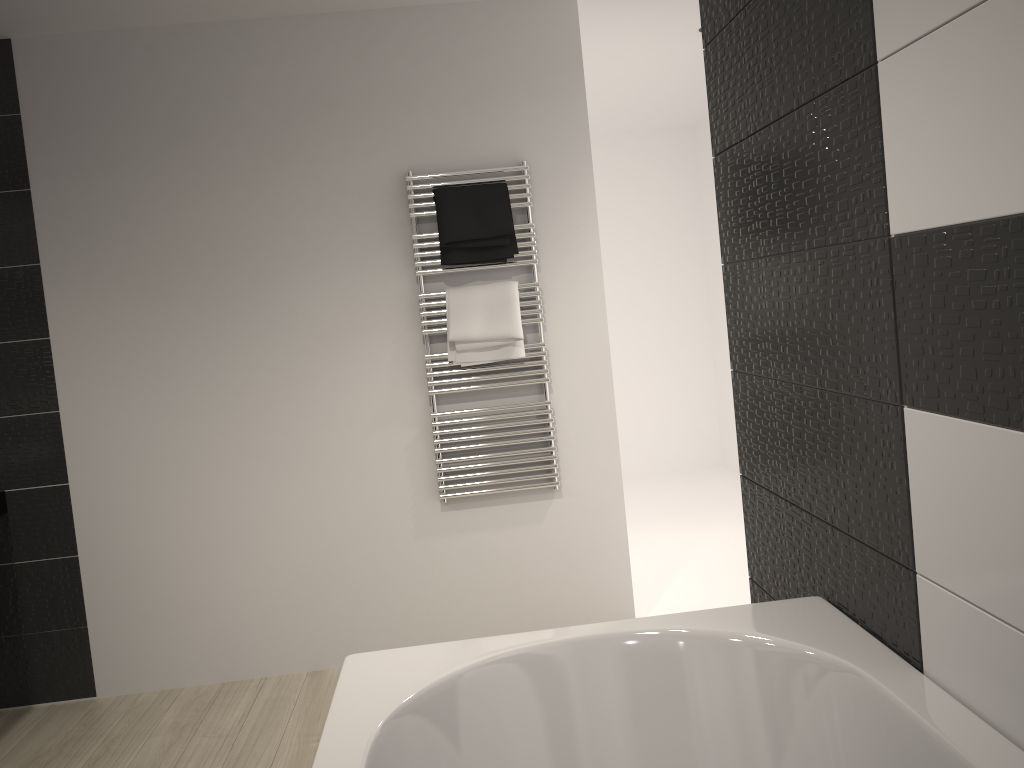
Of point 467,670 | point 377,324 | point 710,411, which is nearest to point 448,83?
point 377,324

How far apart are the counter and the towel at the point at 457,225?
1.9m

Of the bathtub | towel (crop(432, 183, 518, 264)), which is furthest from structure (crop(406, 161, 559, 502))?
the bathtub

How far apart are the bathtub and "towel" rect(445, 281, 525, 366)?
1.7 meters

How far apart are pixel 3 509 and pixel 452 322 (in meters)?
1.84

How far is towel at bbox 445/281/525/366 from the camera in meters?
3.4

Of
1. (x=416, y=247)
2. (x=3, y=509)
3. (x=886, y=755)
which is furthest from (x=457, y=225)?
(x=886, y=755)

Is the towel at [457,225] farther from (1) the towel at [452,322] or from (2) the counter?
(2) the counter

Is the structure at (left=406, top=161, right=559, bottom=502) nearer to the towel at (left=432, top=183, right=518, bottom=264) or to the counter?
the towel at (left=432, top=183, right=518, bottom=264)

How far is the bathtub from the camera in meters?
1.4 m
